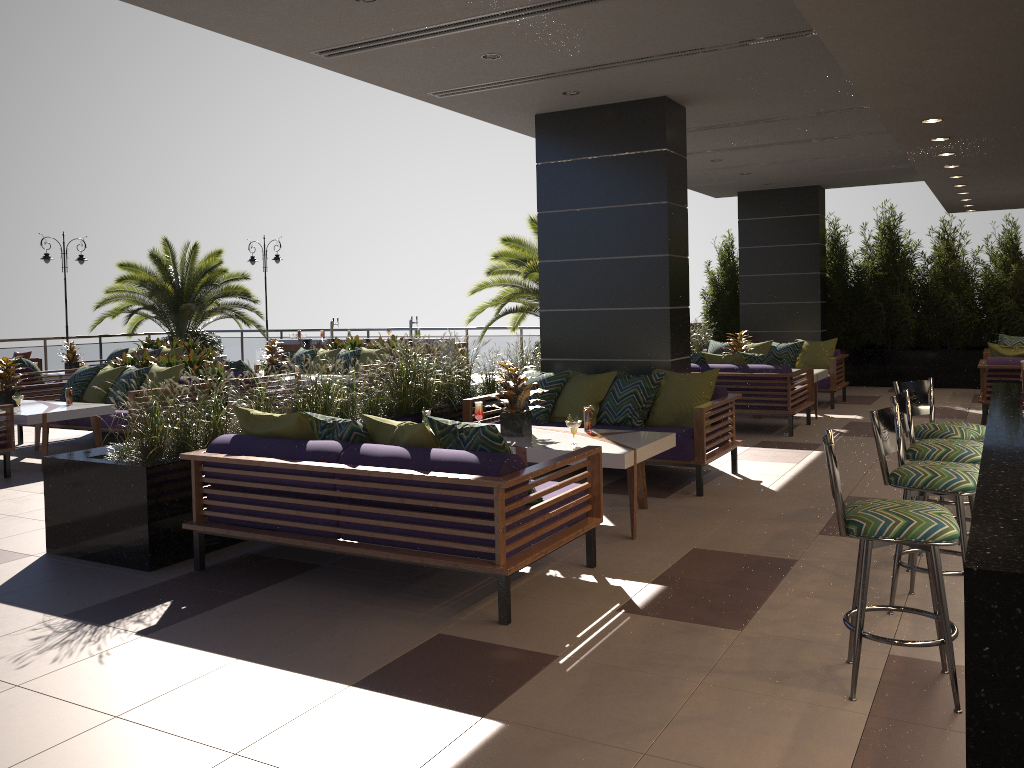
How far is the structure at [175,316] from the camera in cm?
1883

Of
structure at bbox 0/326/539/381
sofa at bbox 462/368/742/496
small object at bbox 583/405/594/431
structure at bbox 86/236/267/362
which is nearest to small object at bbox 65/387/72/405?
sofa at bbox 462/368/742/496

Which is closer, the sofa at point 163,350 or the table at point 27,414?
the table at point 27,414

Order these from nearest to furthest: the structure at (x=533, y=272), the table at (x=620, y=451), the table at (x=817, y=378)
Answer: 1. the table at (x=620, y=451)
2. the table at (x=817, y=378)
3. the structure at (x=533, y=272)

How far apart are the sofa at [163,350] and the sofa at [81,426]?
4.9 meters

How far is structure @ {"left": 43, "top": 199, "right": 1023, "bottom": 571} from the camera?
5.2m

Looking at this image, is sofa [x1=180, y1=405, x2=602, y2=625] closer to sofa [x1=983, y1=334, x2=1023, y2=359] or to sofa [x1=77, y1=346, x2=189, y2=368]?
sofa [x1=983, y1=334, x2=1023, y2=359]

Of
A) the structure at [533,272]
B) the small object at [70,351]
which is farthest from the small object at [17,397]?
the structure at [533,272]

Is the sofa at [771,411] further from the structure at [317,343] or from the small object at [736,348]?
the structure at [317,343]

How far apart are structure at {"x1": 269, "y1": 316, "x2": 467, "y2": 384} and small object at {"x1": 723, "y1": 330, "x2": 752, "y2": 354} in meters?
6.6 m
